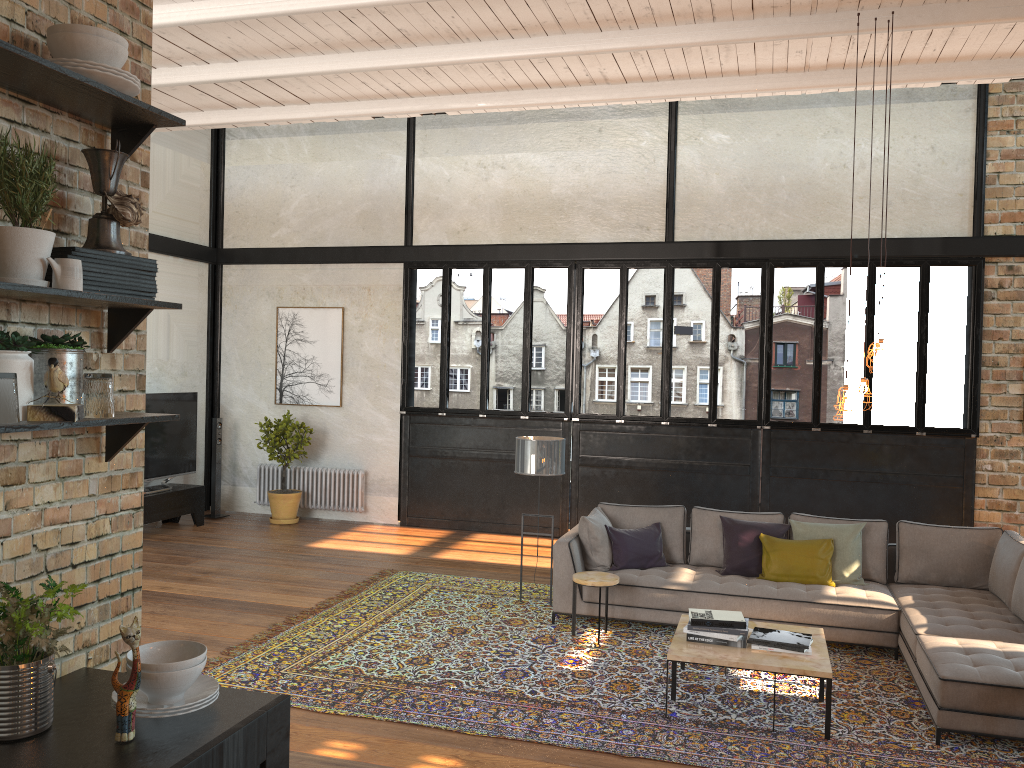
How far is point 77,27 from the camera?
2.1m

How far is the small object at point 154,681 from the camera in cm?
201

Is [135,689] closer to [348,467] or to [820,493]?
[820,493]

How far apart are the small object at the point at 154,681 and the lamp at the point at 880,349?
4.4m

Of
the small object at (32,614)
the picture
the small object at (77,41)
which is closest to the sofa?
the small object at (32,614)

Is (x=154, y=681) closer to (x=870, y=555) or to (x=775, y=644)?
(x=775, y=644)

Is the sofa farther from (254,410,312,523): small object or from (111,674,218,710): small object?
(254,410,312,523): small object

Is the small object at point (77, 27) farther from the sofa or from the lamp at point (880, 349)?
the sofa

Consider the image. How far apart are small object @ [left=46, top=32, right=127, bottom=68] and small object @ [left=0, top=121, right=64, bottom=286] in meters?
0.3

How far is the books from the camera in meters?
5.2
